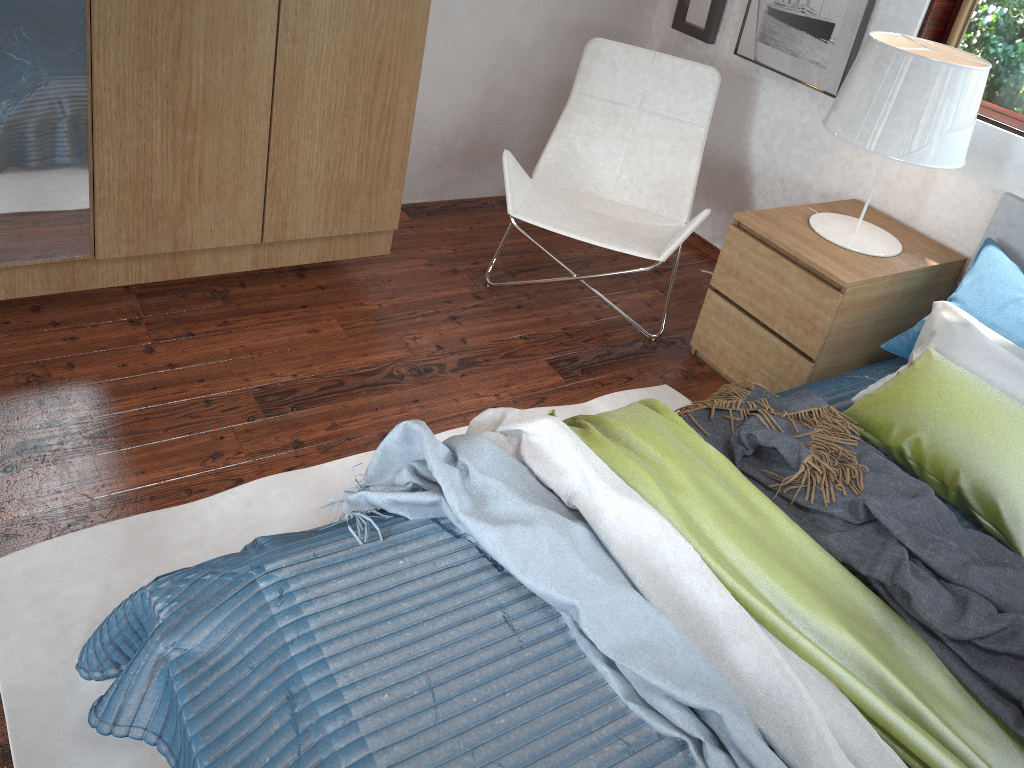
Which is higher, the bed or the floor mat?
the bed

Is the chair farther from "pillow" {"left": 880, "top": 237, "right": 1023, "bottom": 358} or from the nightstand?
"pillow" {"left": 880, "top": 237, "right": 1023, "bottom": 358}

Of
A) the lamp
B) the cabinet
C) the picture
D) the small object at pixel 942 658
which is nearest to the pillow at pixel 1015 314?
the lamp

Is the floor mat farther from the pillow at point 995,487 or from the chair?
the pillow at point 995,487

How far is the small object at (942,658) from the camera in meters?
1.5

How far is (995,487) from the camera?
1.87m

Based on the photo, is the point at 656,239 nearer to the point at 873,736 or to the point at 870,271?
the point at 870,271

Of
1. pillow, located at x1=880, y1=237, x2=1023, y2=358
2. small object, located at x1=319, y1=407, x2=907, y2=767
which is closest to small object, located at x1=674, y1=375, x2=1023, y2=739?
small object, located at x1=319, y1=407, x2=907, y2=767

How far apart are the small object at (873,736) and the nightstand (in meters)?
1.03

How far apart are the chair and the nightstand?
0.1 meters
